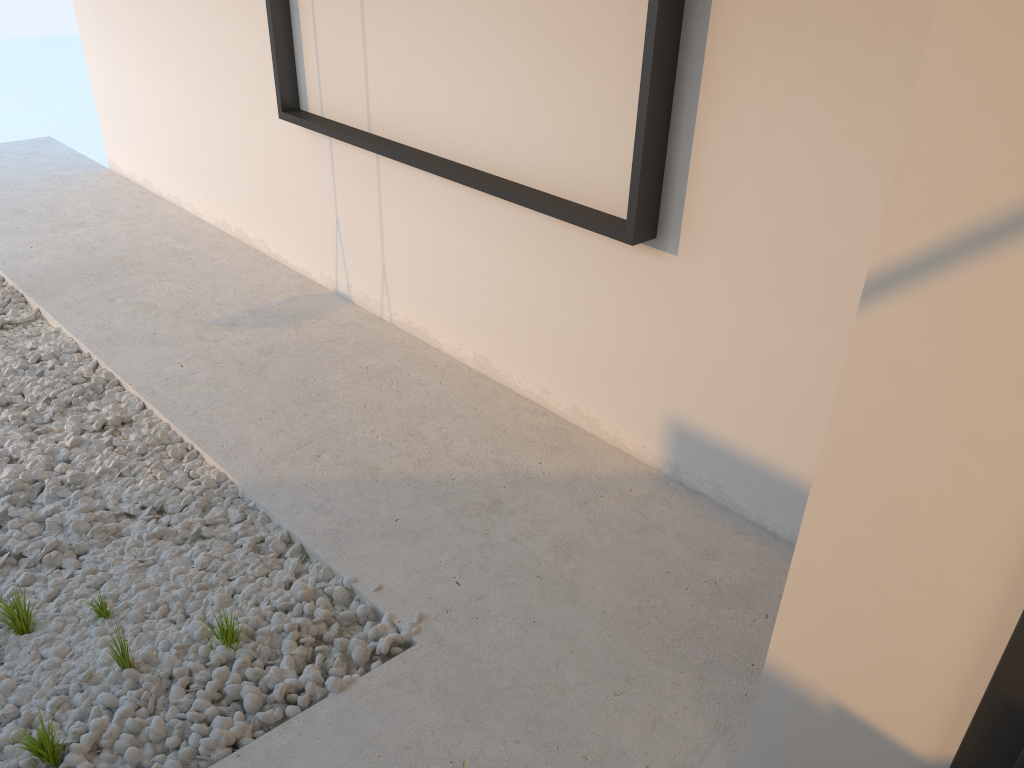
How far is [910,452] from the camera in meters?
1.3

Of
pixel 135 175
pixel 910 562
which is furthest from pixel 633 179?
pixel 135 175
